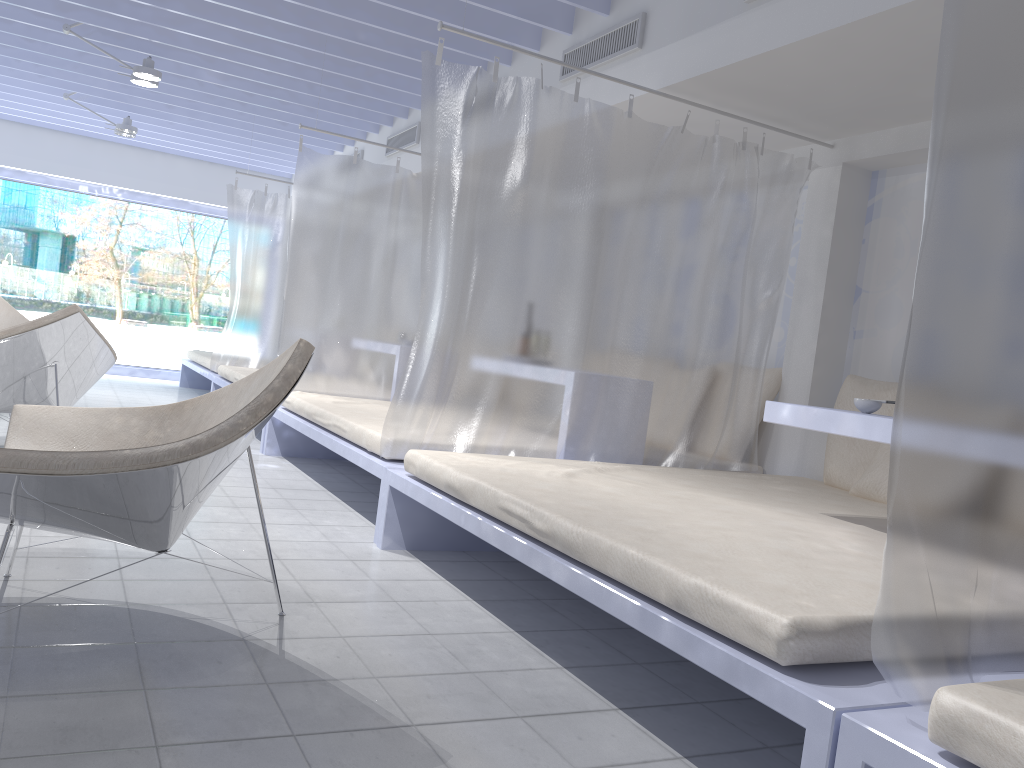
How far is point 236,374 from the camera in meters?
6.4

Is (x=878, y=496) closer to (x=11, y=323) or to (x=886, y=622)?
(x=886, y=622)

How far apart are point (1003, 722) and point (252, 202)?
7.0 meters

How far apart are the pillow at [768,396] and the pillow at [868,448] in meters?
0.4

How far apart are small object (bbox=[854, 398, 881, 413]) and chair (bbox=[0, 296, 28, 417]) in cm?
538

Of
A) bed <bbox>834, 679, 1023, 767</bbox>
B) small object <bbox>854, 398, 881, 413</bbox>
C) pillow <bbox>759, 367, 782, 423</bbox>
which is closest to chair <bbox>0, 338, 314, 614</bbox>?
bed <bbox>834, 679, 1023, 767</bbox>

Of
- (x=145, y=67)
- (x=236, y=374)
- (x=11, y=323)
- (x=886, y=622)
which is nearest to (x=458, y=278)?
(x=886, y=622)

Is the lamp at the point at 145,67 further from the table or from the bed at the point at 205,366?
the table

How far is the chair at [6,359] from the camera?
3.99m

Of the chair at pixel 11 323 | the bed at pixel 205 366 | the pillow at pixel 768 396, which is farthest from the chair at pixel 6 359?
the pillow at pixel 768 396
